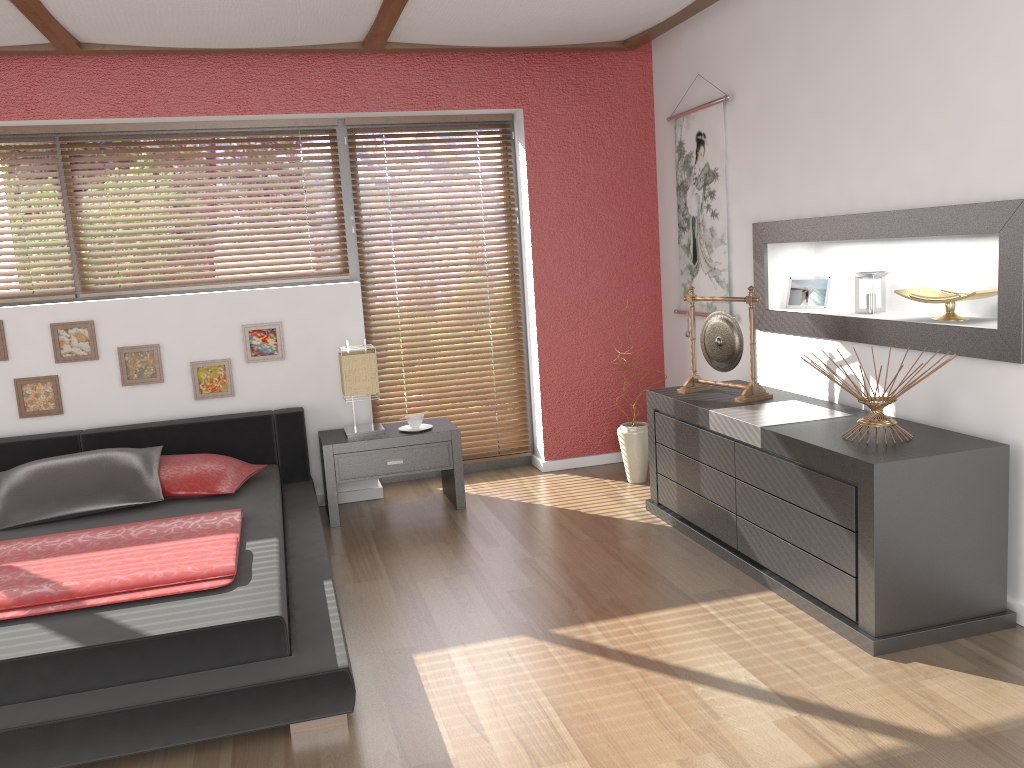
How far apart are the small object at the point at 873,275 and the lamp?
2.3 meters

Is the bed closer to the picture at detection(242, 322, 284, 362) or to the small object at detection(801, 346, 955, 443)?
the picture at detection(242, 322, 284, 362)

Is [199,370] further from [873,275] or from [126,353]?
[873,275]

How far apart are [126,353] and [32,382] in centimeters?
46cm

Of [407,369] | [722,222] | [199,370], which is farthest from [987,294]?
[199,370]

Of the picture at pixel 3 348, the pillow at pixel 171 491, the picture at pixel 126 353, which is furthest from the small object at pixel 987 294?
the picture at pixel 3 348

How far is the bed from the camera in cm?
238

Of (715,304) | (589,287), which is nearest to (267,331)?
(589,287)

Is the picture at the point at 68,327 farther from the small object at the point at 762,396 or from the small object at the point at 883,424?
the small object at the point at 883,424

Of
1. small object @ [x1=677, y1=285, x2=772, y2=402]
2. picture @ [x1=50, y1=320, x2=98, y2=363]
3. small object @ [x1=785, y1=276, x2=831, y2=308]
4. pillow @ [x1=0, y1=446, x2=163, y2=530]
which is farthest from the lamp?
small object @ [x1=785, y1=276, x2=831, y2=308]
